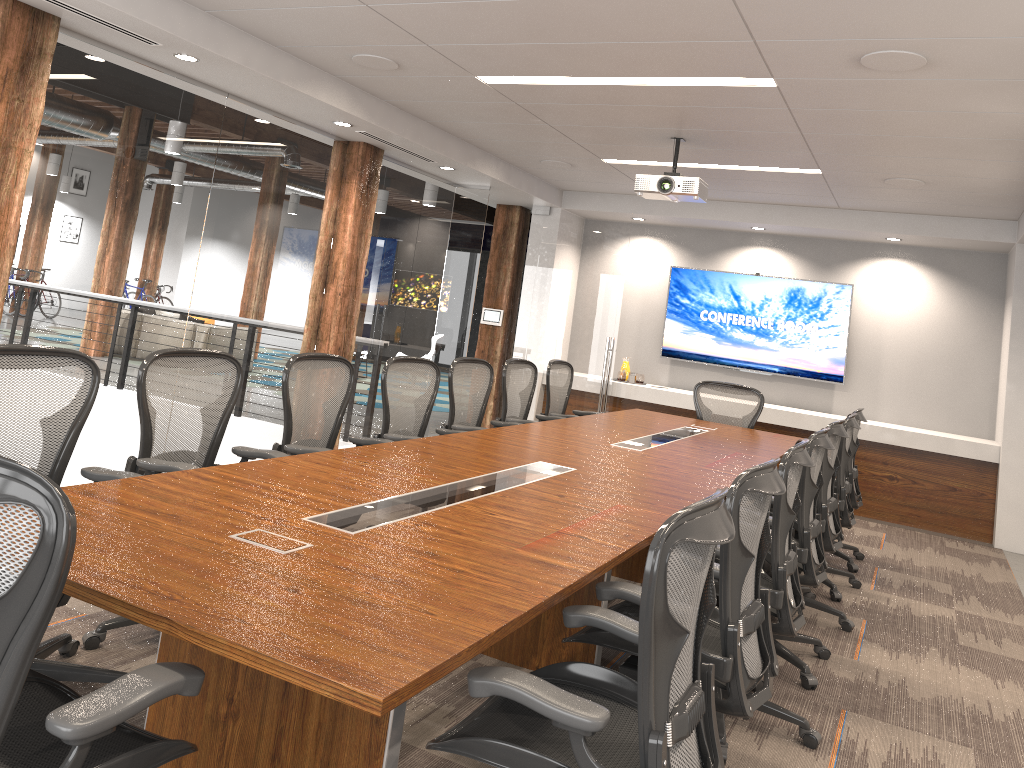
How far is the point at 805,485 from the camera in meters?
4.0 m

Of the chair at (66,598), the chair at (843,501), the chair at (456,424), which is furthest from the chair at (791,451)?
the chair at (456,424)

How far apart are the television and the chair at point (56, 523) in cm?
811

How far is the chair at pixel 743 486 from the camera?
2.52m

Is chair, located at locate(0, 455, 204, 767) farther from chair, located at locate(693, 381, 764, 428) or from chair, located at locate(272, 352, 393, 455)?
chair, located at locate(693, 381, 764, 428)

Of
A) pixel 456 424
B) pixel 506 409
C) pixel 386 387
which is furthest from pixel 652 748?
pixel 506 409

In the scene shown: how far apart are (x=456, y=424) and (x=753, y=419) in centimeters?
294cm

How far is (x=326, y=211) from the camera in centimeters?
688cm

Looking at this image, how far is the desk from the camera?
1.8 meters

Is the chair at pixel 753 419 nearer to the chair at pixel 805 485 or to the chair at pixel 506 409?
the chair at pixel 506 409
